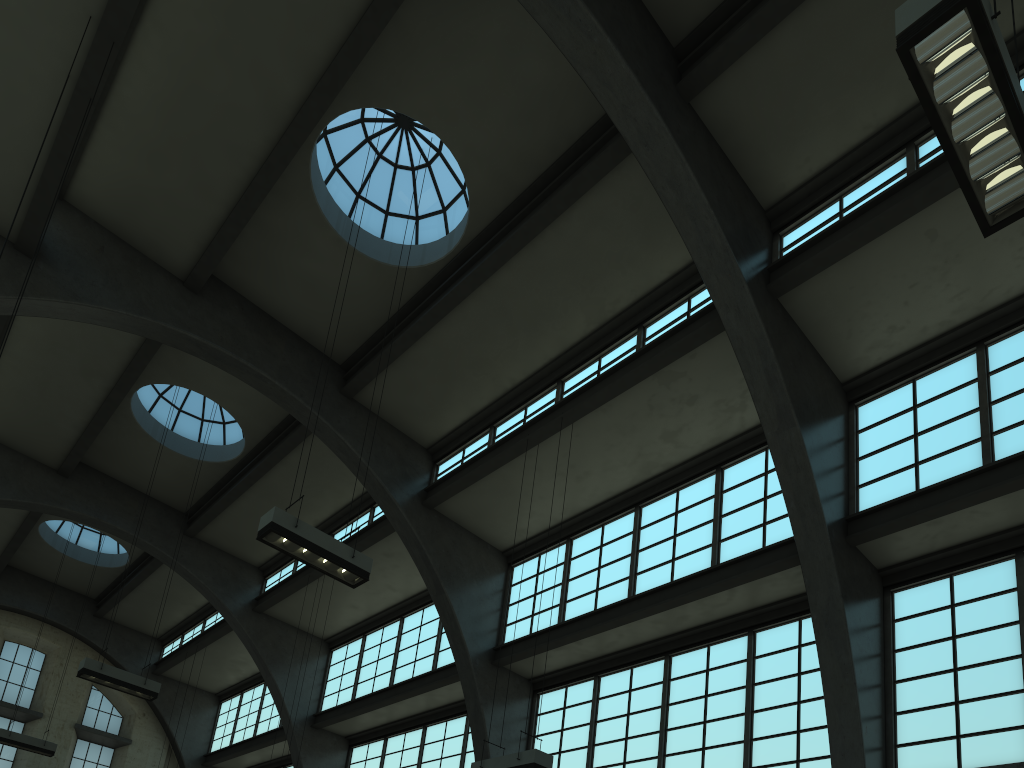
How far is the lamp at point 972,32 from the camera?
5.39m

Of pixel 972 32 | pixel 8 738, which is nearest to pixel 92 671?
pixel 8 738

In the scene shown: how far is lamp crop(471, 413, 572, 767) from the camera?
10.98m

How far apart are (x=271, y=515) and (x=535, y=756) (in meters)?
4.71

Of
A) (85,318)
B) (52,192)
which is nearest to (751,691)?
(85,318)

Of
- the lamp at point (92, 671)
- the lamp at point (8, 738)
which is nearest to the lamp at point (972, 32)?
the lamp at point (92, 671)

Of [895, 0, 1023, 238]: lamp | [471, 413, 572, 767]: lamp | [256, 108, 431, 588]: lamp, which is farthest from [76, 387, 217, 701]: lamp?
[895, 0, 1023, 238]: lamp

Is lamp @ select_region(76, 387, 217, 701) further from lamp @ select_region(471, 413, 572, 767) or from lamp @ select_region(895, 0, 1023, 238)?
lamp @ select_region(895, 0, 1023, 238)

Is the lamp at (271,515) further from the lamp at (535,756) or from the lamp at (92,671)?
the lamp at (92,671)

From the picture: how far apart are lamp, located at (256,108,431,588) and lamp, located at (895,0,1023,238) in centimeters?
Answer: 822cm
